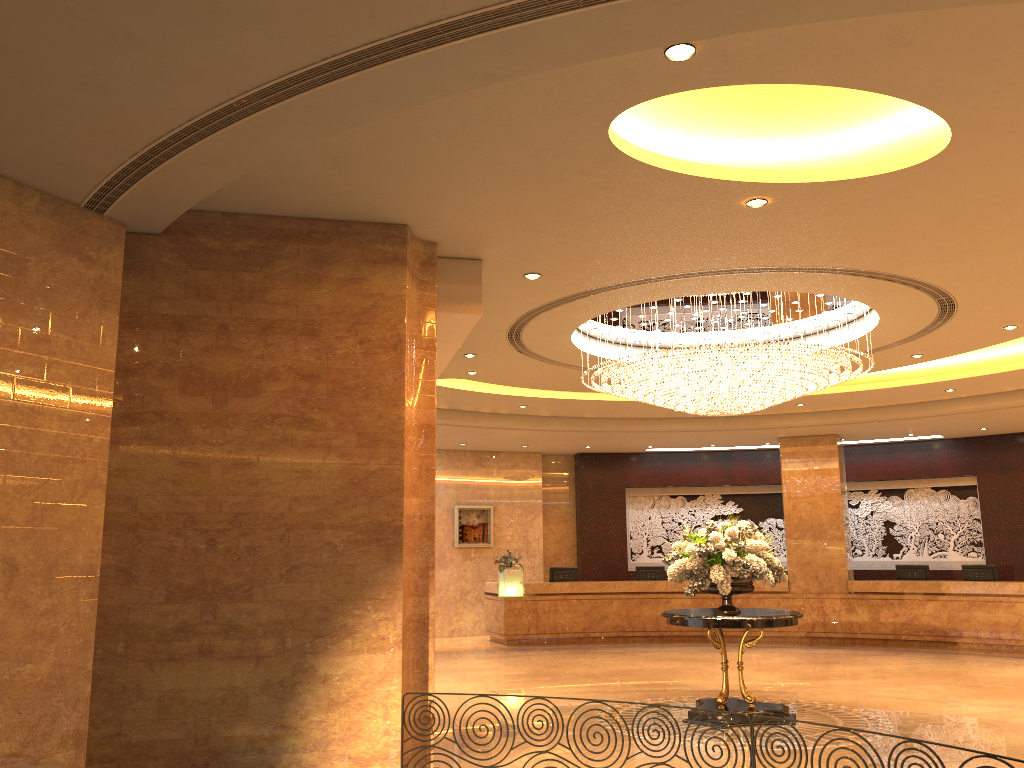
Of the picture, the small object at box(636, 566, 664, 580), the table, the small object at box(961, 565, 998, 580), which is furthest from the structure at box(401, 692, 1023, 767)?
the picture

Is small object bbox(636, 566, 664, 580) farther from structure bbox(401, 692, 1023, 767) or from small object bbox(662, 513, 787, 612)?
structure bbox(401, 692, 1023, 767)

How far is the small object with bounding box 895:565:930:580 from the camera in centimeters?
1674cm

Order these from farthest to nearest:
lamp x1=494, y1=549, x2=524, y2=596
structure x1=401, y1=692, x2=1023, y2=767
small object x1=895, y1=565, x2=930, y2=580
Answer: lamp x1=494, y1=549, x2=524, y2=596 → small object x1=895, y1=565, x2=930, y2=580 → structure x1=401, y1=692, x2=1023, y2=767

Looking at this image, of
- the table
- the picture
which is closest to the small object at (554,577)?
the picture

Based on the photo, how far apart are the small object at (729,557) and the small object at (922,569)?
8.6 meters

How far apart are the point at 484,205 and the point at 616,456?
14.6m

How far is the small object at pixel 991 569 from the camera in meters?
16.0 m

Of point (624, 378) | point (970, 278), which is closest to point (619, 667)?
point (624, 378)

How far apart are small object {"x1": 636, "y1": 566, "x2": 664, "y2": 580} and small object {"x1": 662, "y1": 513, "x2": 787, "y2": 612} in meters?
8.4
